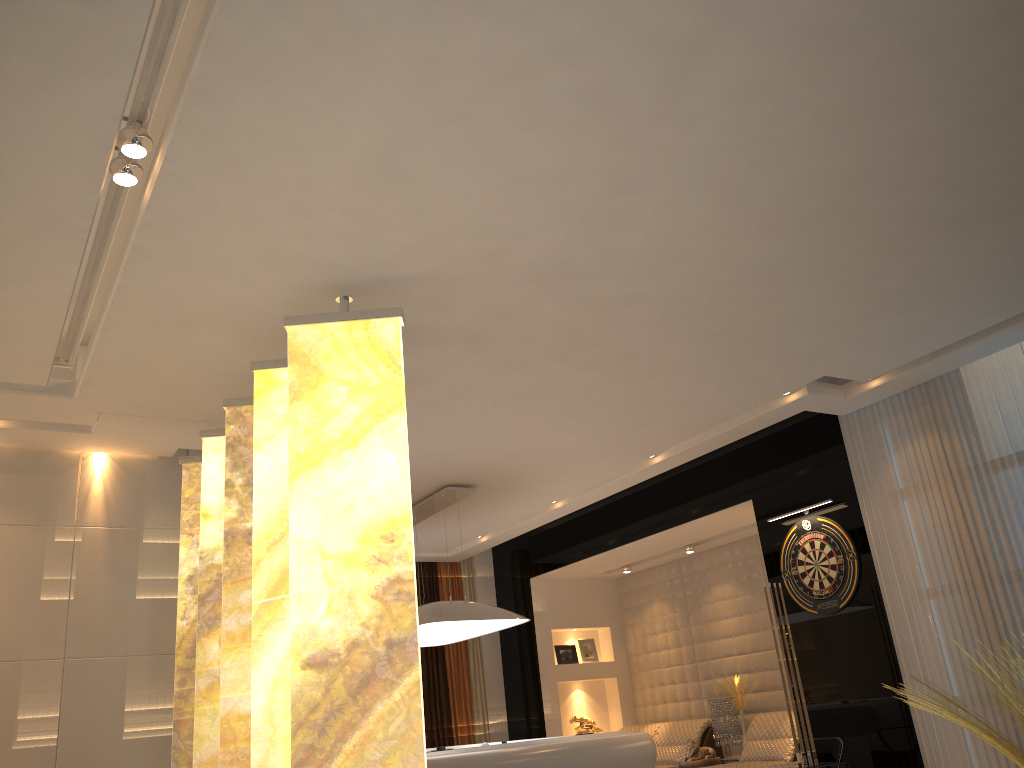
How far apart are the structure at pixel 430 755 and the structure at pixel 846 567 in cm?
143

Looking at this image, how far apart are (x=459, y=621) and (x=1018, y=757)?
3.38m

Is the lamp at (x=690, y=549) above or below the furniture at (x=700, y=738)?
above

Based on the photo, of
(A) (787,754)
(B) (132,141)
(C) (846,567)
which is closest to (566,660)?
(A) (787,754)

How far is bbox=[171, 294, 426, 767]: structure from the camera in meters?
3.0

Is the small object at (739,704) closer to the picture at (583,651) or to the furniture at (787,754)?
the furniture at (787,754)

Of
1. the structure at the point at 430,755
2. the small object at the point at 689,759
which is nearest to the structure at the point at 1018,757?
the structure at the point at 430,755

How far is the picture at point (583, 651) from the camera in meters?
9.3

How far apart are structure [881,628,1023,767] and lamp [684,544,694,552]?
3.8 meters

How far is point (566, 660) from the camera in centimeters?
915cm
